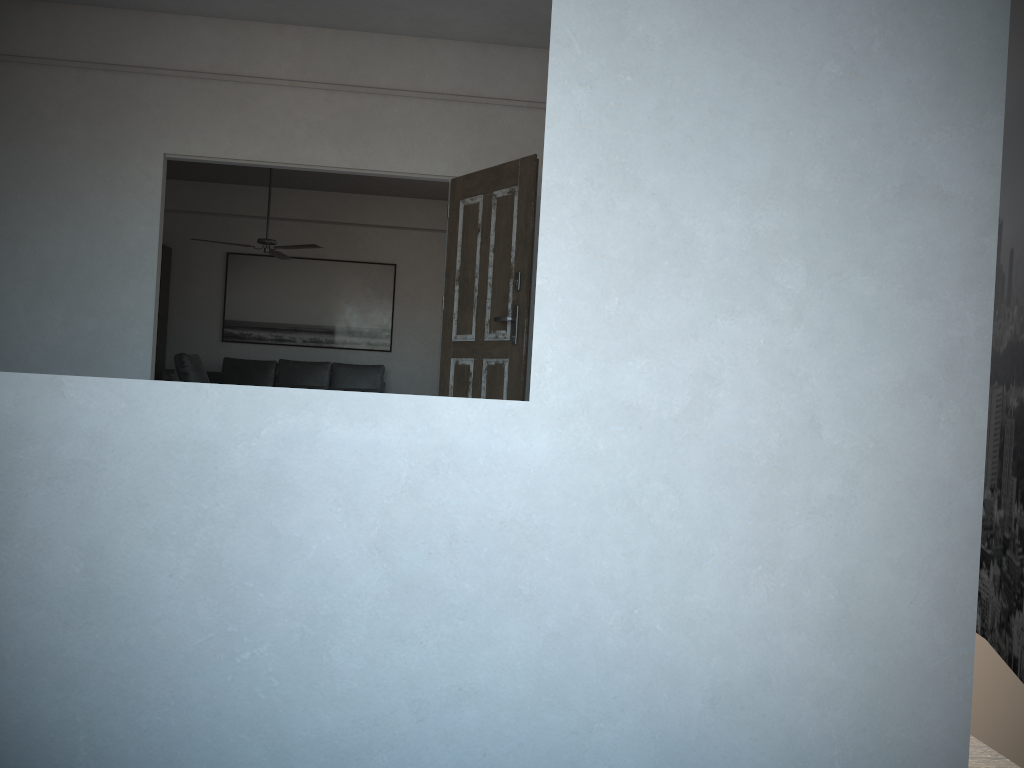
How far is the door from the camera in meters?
4.8 m

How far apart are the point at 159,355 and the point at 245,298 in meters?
1.1

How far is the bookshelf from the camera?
10.0 meters

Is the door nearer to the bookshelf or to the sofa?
the sofa

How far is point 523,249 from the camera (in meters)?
4.83

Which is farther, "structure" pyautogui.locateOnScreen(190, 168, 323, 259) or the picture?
the picture

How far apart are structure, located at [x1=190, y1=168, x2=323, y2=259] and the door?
3.3 meters

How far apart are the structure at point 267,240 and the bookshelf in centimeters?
207cm

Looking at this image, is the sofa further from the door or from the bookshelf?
the door

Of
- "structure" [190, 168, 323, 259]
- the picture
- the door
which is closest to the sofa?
the picture
